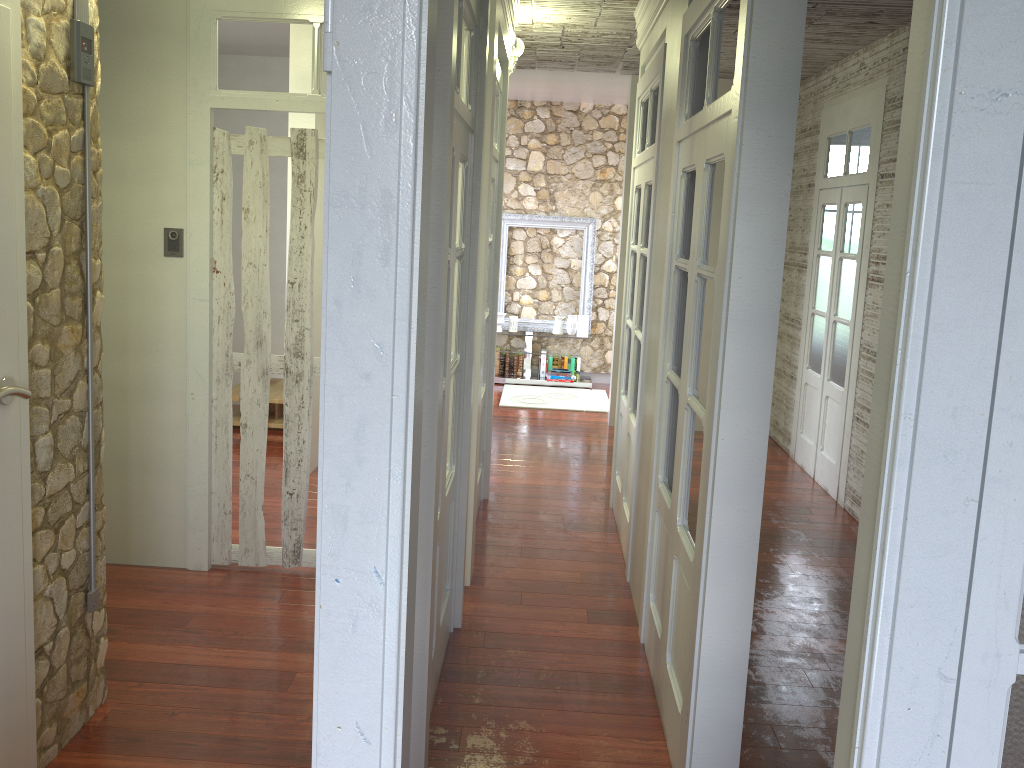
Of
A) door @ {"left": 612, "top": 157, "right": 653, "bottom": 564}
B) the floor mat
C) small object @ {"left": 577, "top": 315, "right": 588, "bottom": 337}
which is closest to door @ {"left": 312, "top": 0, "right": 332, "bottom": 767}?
door @ {"left": 612, "top": 157, "right": 653, "bottom": 564}

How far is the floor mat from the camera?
8.4m

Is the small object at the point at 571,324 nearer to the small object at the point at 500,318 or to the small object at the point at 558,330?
the small object at the point at 558,330

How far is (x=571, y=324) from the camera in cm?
937

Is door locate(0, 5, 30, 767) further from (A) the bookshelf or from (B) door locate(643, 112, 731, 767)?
(B) door locate(643, 112, 731, 767)

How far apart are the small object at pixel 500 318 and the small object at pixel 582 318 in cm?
83

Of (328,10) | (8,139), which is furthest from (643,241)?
(328,10)

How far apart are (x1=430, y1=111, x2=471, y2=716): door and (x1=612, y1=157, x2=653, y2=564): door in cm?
134

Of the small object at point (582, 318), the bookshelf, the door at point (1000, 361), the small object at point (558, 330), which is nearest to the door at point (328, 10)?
the bookshelf

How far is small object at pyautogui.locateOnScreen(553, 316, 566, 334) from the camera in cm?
939
